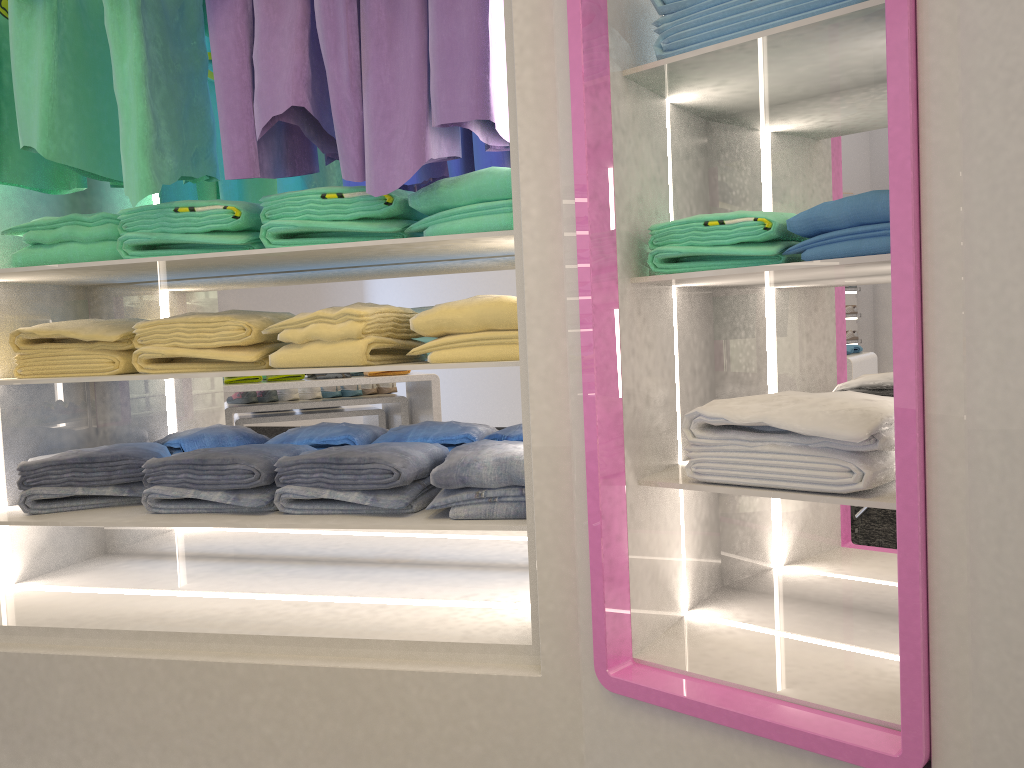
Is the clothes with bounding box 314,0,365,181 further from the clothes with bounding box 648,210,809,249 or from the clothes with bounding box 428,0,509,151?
the clothes with bounding box 648,210,809,249

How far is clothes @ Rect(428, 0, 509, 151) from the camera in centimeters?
177cm

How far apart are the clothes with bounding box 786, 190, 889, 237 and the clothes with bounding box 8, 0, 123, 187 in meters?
1.6

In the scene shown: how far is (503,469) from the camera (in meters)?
1.88

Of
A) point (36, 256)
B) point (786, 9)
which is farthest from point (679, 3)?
point (36, 256)

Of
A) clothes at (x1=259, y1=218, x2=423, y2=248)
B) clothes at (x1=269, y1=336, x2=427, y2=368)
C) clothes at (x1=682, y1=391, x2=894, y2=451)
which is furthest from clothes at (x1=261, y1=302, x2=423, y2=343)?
clothes at (x1=682, y1=391, x2=894, y2=451)

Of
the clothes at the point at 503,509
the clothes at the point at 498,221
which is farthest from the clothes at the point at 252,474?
the clothes at the point at 498,221

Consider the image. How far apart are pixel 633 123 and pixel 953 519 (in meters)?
0.90

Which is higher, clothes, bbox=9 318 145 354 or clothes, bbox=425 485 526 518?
clothes, bbox=9 318 145 354

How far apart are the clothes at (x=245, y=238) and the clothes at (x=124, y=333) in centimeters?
20cm
